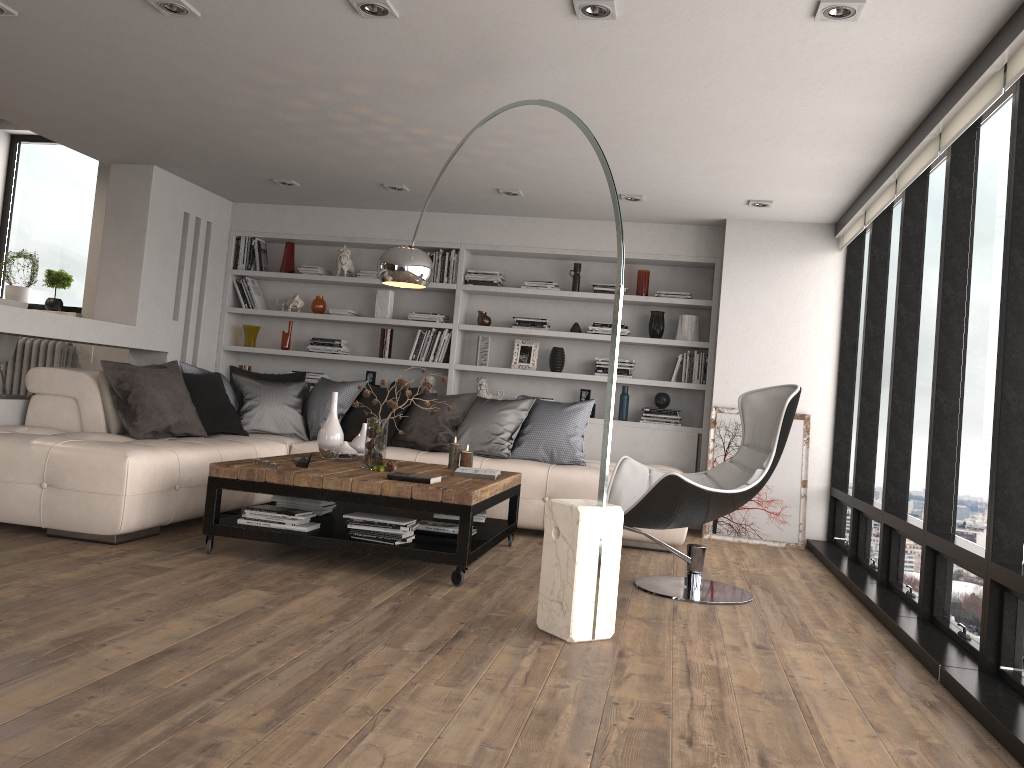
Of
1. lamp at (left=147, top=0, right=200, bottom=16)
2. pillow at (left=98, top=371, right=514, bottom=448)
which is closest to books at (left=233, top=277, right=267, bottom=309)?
pillow at (left=98, top=371, right=514, bottom=448)

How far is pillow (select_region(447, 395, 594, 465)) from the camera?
6.26m

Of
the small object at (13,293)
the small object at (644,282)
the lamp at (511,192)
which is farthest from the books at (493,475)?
the small object at (13,293)

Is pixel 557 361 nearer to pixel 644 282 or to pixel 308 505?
pixel 644 282

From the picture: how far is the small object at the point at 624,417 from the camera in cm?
730

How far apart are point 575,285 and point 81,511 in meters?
4.3

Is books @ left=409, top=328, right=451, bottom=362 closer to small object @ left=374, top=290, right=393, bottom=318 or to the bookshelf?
the bookshelf

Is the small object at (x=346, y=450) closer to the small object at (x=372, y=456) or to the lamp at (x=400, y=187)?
the small object at (x=372, y=456)

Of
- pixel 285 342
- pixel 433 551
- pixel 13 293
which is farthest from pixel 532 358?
pixel 13 293

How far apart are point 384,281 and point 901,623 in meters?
3.1 m
